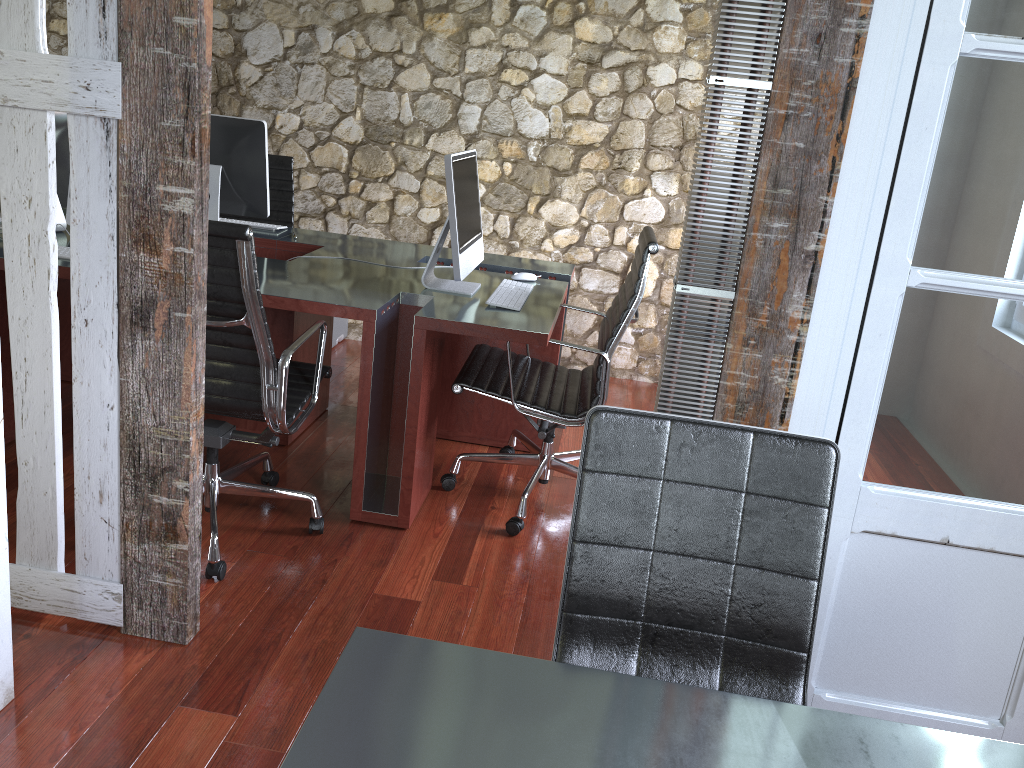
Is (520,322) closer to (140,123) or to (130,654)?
(140,123)

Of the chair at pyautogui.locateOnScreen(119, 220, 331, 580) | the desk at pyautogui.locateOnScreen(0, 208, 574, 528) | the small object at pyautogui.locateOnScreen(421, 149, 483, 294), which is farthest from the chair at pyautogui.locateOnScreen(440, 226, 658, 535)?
the chair at pyautogui.locateOnScreen(119, 220, 331, 580)

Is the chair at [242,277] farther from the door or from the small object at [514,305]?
the door

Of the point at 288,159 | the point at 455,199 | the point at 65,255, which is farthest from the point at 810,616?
the point at 288,159

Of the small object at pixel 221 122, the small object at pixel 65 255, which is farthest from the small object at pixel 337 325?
the small object at pixel 65 255

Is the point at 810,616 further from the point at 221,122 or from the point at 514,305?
the point at 221,122

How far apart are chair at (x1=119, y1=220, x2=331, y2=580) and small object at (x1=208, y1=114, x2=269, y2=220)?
1.06m

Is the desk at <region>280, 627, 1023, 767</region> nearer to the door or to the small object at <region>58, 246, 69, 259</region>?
the door

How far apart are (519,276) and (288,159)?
1.6 meters

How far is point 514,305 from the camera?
3.0m
